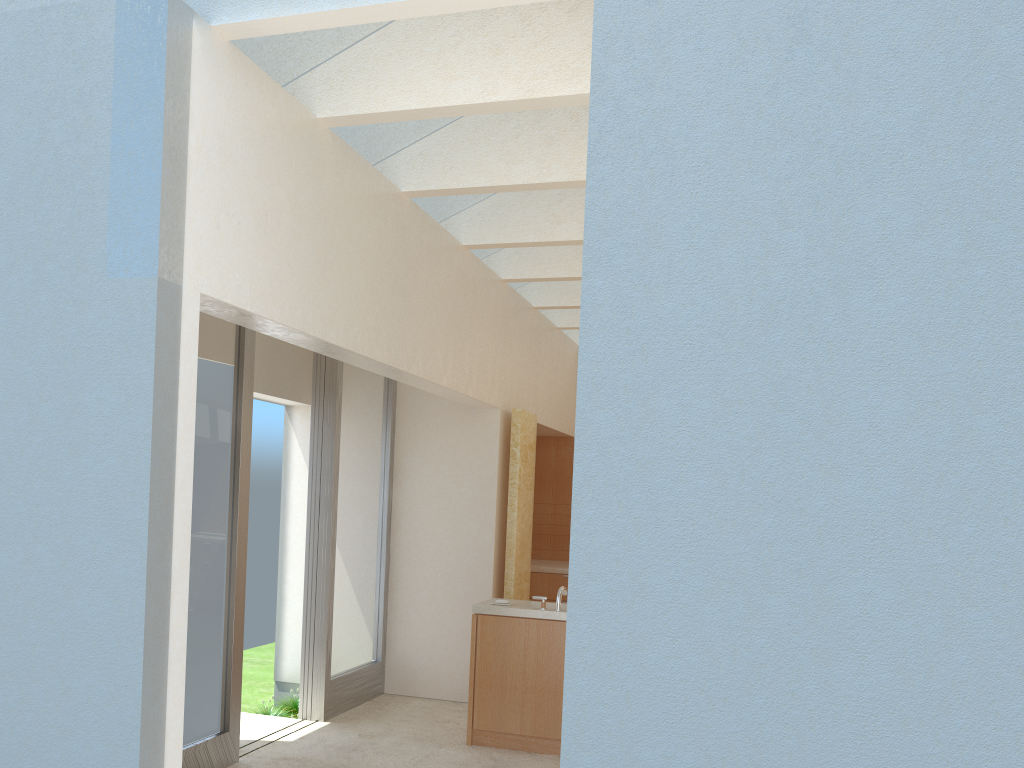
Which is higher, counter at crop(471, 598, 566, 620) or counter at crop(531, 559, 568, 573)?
counter at crop(531, 559, 568, 573)

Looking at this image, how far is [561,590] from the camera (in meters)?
13.64

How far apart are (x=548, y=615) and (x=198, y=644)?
5.1 meters

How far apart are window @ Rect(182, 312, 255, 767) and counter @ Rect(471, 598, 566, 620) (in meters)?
3.53

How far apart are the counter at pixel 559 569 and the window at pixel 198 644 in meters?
9.3 m

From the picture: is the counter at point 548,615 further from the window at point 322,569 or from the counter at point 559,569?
the counter at point 559,569

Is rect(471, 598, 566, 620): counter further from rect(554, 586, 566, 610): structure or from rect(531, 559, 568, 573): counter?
rect(531, 559, 568, 573): counter

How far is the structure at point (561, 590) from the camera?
13.63m

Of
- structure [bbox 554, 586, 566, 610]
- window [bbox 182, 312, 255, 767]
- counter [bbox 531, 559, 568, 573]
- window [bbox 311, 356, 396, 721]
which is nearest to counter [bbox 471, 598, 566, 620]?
structure [bbox 554, 586, 566, 610]

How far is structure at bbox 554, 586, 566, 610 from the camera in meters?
13.6 m
